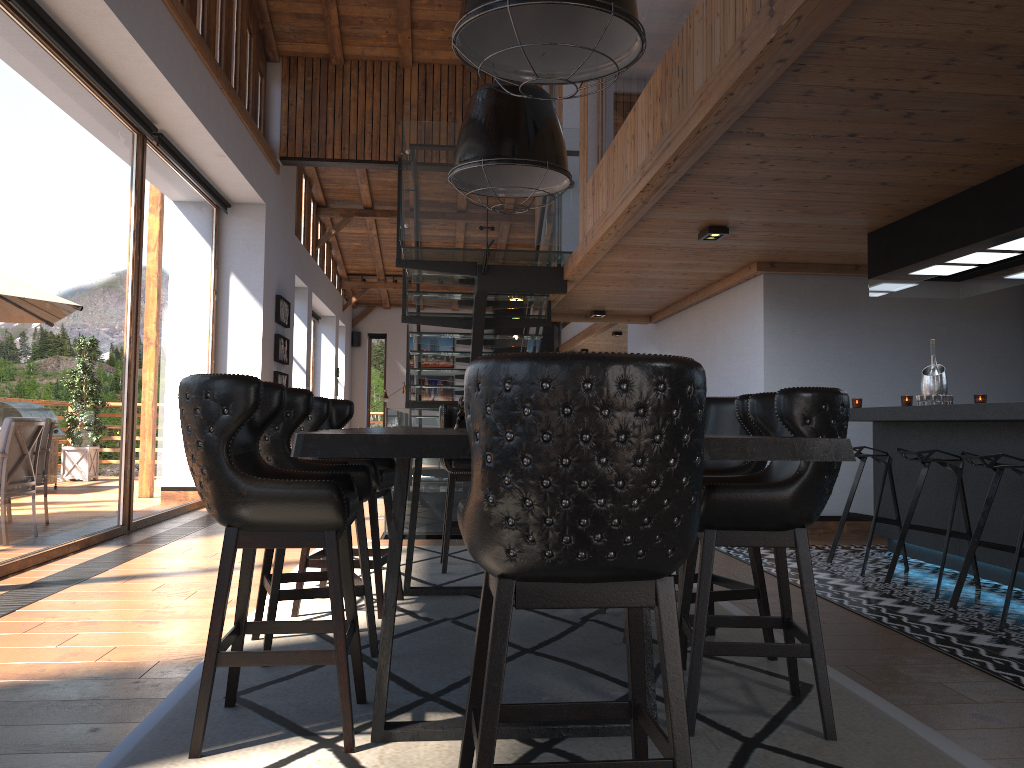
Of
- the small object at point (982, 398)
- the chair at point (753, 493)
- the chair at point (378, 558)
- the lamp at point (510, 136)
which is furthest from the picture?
the chair at point (753, 493)

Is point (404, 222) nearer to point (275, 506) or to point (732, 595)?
point (732, 595)

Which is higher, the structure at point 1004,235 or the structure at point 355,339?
the structure at point 355,339

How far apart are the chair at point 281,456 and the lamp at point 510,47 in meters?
1.4 m

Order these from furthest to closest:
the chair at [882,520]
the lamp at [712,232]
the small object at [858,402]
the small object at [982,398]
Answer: the small object at [858,402] < the lamp at [712,232] < the chair at [882,520] < the small object at [982,398]

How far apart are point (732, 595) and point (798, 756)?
1.05m

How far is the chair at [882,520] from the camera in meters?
5.8

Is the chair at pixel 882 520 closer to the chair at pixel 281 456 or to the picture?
the chair at pixel 281 456

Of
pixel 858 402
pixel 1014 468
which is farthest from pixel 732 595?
pixel 858 402

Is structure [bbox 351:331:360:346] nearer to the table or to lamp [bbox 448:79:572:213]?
the table
